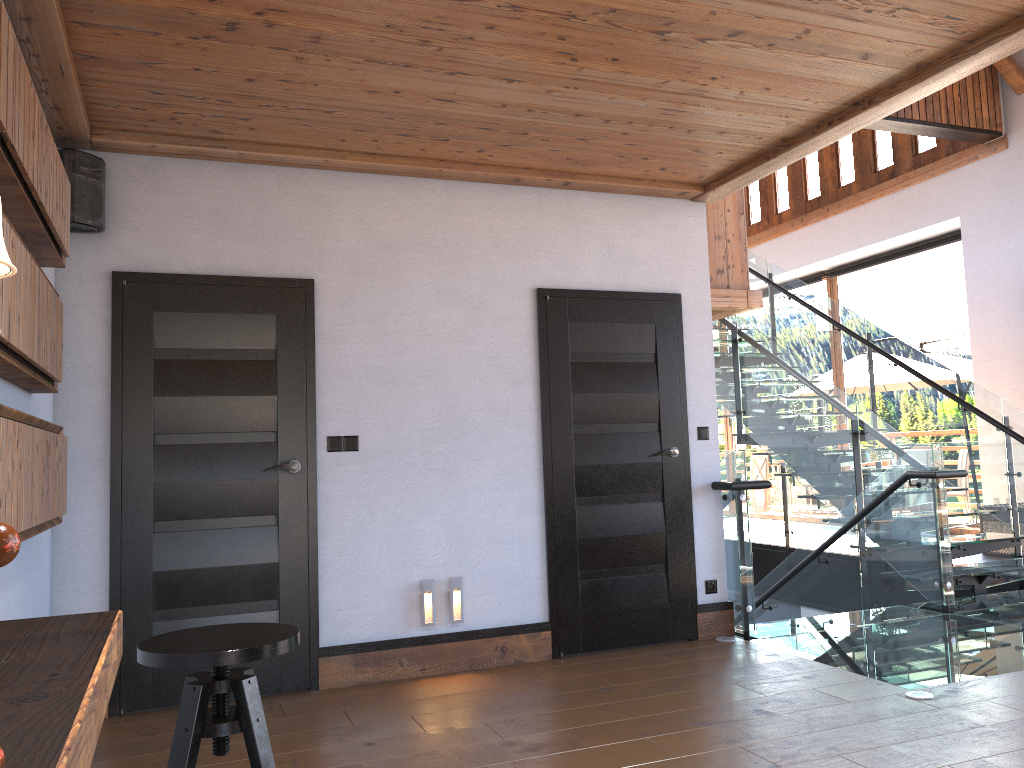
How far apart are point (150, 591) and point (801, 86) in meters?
3.8

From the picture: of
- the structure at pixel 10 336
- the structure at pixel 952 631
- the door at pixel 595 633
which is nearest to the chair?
the structure at pixel 10 336

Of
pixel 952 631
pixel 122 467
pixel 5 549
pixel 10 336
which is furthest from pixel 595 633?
pixel 5 549

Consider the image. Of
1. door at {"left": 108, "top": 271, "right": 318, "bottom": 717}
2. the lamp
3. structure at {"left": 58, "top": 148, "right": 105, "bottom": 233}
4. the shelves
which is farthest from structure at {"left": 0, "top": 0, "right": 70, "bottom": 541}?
the lamp

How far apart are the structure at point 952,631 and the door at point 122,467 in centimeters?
236cm

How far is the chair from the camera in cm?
197

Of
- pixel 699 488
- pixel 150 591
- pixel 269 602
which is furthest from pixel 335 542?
pixel 699 488

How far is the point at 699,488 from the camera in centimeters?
529cm

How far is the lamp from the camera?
1.30m

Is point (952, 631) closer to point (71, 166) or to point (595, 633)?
point (595, 633)
